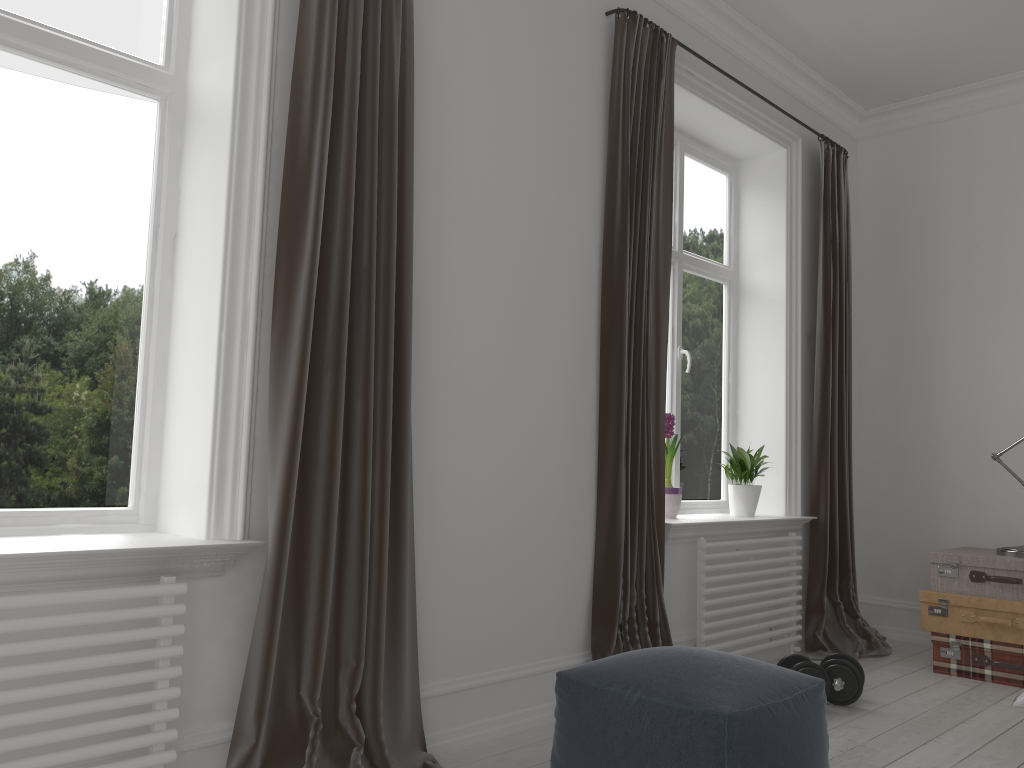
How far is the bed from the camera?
2.3m

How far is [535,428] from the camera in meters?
3.1

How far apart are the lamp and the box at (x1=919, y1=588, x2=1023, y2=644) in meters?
0.2

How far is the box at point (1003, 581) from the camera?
3.90m

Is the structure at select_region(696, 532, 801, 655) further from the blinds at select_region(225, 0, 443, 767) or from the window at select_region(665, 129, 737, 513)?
the blinds at select_region(225, 0, 443, 767)

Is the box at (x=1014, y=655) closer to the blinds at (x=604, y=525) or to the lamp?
the lamp

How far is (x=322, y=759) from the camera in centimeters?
225cm

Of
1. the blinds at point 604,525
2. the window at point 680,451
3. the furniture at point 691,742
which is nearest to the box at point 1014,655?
the window at point 680,451

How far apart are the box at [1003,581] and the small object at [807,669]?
1.0 meters

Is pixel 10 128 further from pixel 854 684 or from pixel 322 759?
pixel 854 684
